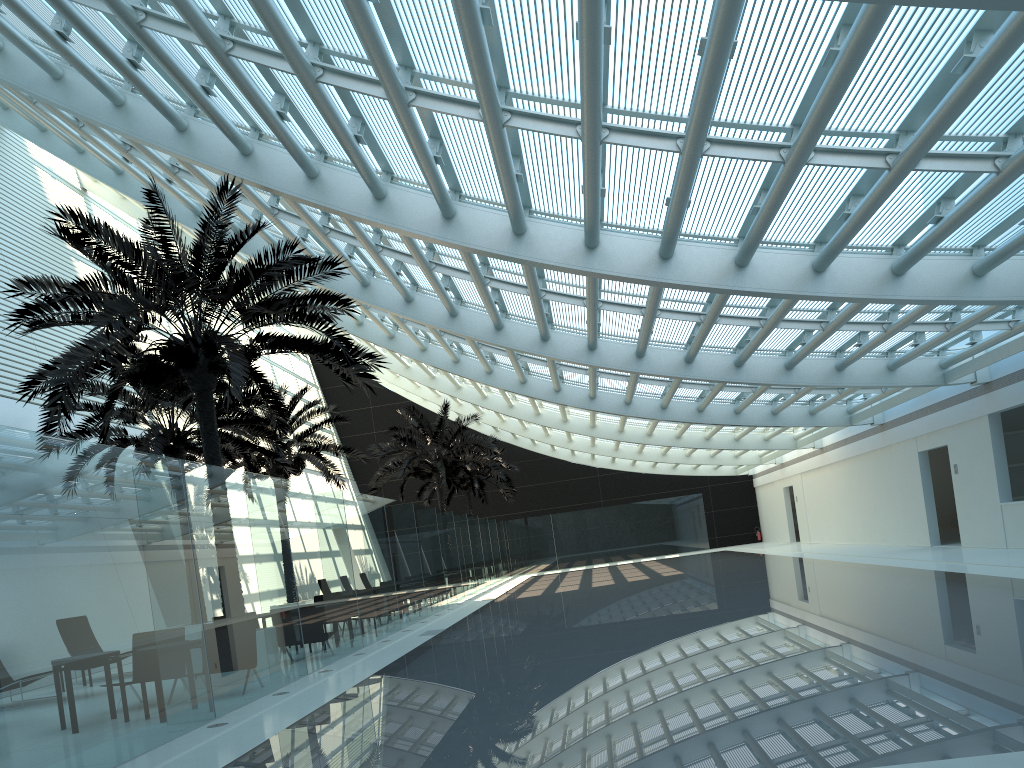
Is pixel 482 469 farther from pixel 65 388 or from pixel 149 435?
pixel 65 388

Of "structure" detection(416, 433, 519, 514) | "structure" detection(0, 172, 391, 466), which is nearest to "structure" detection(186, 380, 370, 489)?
"structure" detection(0, 172, 391, 466)

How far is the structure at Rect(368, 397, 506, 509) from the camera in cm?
2949

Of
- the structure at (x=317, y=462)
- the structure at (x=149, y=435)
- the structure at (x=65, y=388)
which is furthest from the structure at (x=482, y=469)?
the structure at (x=65, y=388)

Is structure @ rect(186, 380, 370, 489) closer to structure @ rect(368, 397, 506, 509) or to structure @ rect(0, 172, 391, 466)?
structure @ rect(368, 397, 506, 509)

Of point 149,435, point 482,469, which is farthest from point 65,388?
point 482,469

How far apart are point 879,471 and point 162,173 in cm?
1932

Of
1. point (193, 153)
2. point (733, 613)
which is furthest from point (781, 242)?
point (193, 153)

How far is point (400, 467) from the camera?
29.5 meters

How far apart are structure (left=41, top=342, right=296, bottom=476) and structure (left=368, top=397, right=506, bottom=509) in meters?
8.7 m
